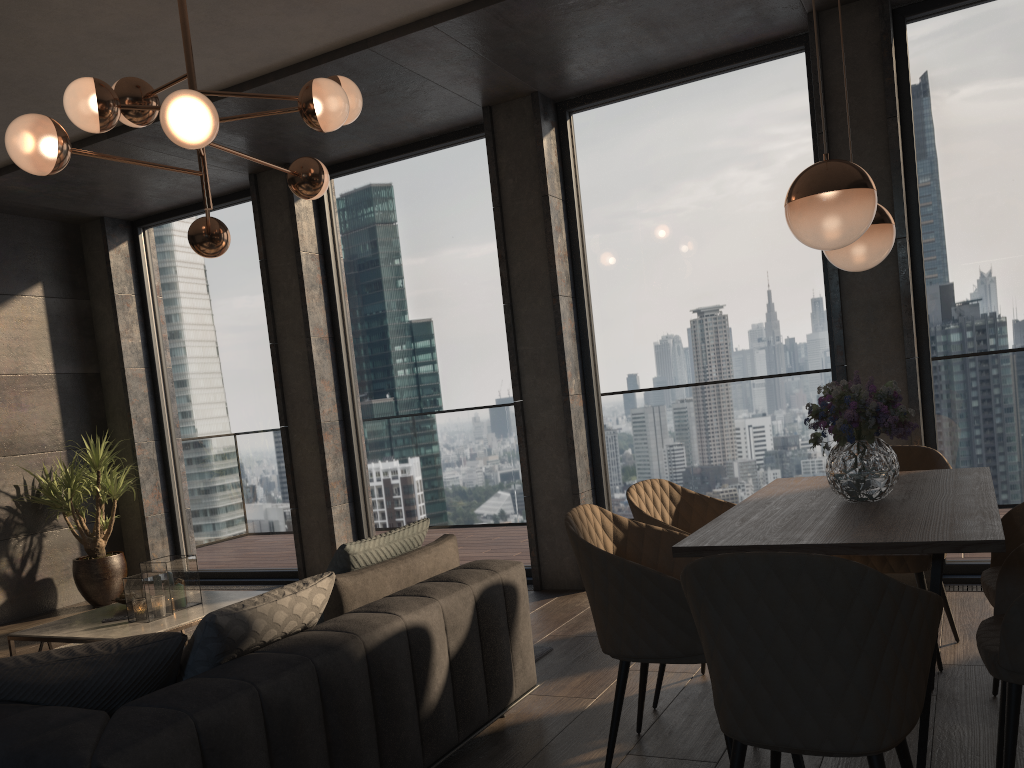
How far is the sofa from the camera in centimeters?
192cm

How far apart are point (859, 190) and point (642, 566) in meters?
1.2

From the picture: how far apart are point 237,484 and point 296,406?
1.1 meters

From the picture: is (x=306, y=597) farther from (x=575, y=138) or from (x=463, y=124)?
(x=463, y=124)

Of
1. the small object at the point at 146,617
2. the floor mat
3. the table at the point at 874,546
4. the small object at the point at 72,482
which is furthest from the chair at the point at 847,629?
the small object at the point at 72,482

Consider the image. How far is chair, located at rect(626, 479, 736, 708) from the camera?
3.3m

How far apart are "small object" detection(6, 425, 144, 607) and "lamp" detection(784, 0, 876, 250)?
5.5 meters

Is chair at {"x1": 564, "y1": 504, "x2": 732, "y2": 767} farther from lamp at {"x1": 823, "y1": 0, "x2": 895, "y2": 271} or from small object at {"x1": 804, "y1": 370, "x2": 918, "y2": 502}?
lamp at {"x1": 823, "y1": 0, "x2": 895, "y2": 271}

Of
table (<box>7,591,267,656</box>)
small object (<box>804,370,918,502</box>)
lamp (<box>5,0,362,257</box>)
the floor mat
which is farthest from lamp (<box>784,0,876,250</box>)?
table (<box>7,591,267,656</box>)

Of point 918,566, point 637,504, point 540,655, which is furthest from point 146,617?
point 918,566
